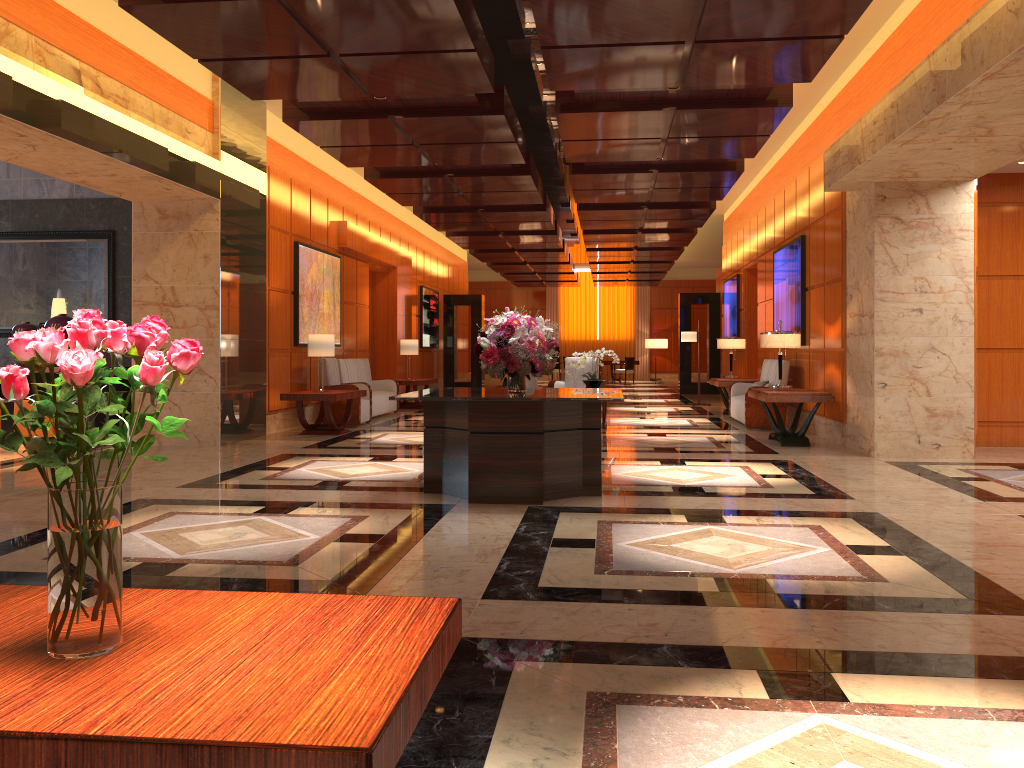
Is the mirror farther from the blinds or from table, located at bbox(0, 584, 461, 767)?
the blinds

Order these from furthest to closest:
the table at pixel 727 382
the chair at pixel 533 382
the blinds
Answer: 1. the blinds
2. the table at pixel 727 382
3. the chair at pixel 533 382

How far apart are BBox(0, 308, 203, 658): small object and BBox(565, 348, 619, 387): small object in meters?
10.8 m

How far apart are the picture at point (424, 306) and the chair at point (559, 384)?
7.1m

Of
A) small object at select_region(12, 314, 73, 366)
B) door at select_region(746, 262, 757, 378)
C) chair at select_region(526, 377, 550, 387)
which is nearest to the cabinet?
small object at select_region(12, 314, 73, 366)

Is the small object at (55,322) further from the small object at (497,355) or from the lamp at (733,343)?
the lamp at (733,343)

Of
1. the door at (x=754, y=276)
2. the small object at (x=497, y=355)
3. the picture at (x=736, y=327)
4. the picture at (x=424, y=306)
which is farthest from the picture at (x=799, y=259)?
the picture at (x=424, y=306)

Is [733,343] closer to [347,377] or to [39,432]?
[347,377]

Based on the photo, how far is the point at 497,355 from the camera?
6.5 meters

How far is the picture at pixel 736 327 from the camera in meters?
17.5 m
